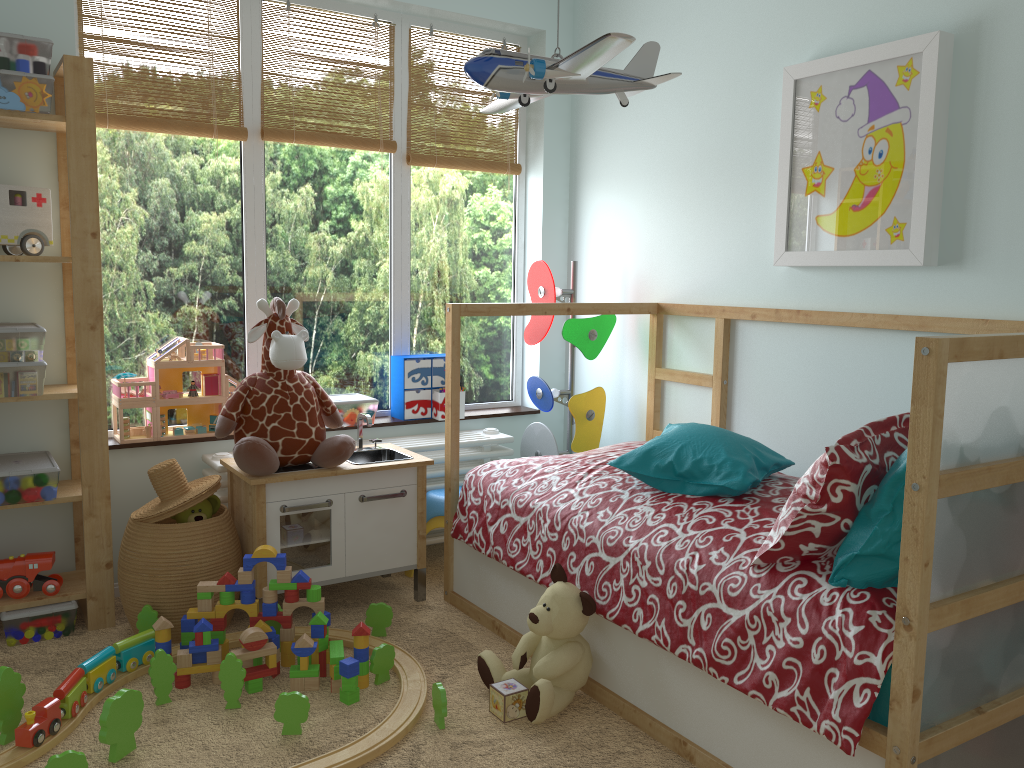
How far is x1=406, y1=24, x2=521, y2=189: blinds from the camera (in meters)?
Answer: 3.43

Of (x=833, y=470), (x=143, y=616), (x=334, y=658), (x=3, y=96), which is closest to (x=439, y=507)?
(x=334, y=658)

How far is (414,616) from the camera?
2.8 meters

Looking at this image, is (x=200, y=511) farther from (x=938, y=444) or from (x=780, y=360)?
(x=938, y=444)

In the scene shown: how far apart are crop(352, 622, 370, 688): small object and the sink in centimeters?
75cm

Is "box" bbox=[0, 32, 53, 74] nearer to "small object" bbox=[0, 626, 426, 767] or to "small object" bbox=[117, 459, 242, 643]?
"small object" bbox=[117, 459, 242, 643]

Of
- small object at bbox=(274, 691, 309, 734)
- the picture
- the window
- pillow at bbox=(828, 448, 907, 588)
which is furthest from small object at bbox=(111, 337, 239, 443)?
pillow at bbox=(828, 448, 907, 588)

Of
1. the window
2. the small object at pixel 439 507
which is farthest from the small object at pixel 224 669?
the window

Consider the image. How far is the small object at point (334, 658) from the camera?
2.26m

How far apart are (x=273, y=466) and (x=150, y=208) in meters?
1.0 m
